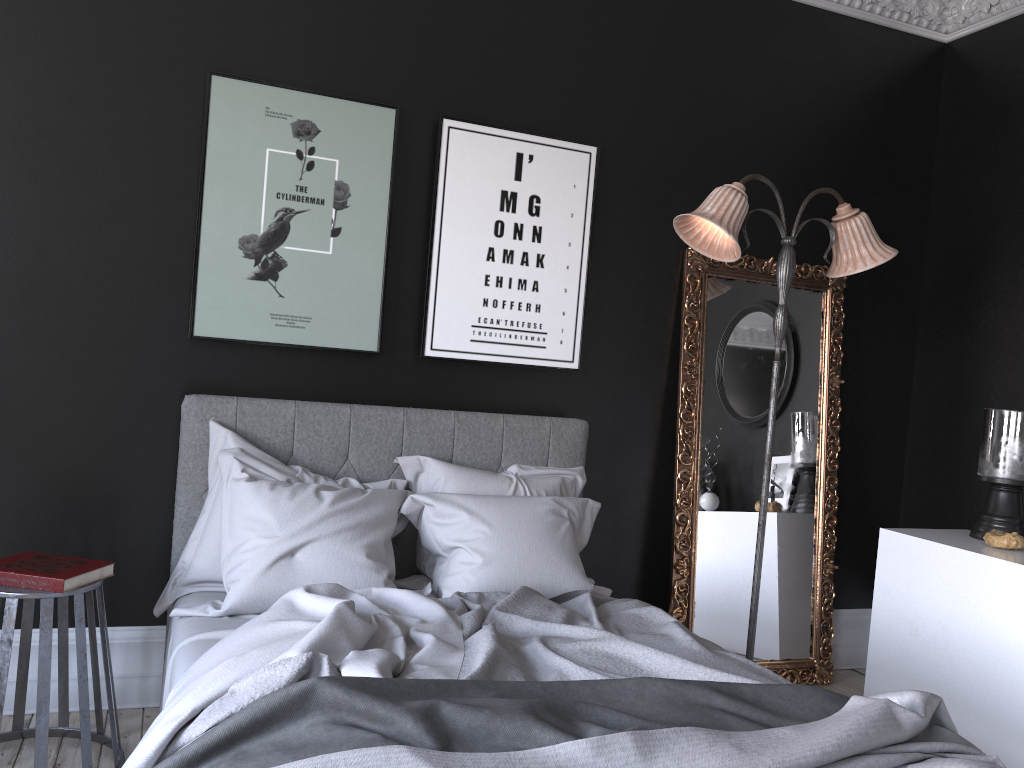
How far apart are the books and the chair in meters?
0.0

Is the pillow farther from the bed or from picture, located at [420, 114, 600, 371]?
picture, located at [420, 114, 600, 371]

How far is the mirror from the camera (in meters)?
4.38

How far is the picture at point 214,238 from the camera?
3.61m

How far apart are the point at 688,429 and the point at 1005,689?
1.7m

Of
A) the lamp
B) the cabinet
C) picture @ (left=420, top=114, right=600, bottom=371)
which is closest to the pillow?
picture @ (left=420, top=114, right=600, bottom=371)

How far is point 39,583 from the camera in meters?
2.8

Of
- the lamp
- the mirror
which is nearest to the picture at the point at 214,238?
the lamp

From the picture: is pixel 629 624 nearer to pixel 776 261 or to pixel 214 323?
pixel 214 323

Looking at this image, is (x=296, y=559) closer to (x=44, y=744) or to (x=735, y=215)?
(x=44, y=744)
